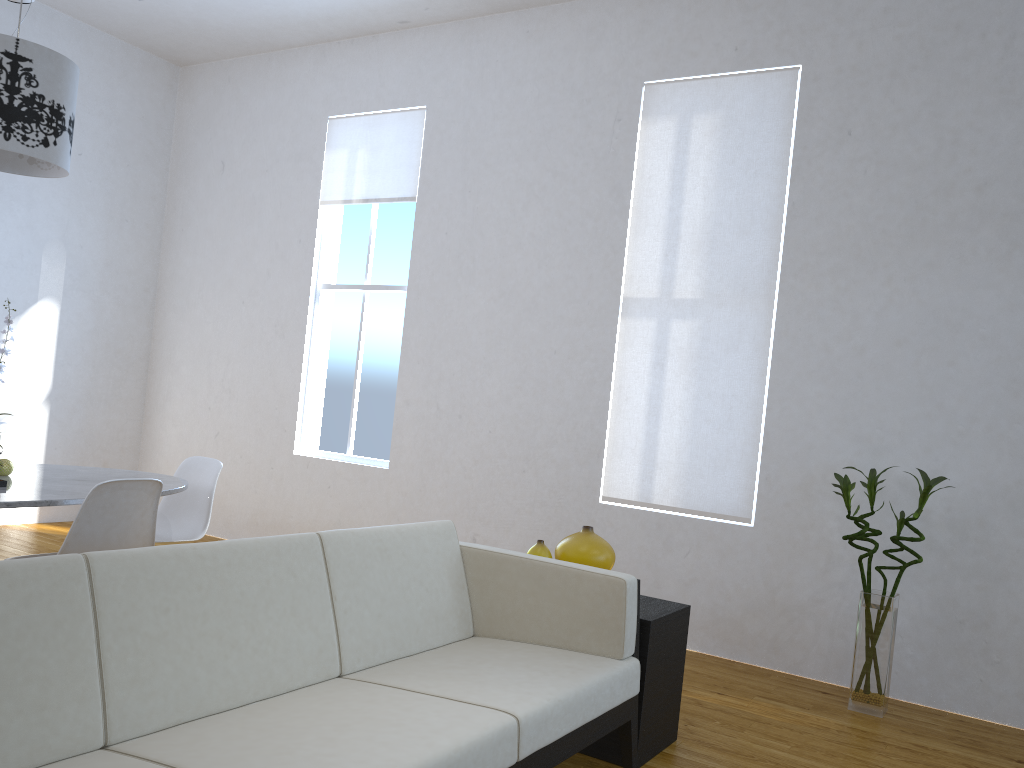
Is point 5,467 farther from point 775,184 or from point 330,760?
point 775,184

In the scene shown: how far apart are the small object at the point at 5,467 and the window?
2.4 meters

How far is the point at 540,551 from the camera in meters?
2.9

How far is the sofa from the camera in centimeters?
162cm

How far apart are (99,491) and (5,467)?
0.62m

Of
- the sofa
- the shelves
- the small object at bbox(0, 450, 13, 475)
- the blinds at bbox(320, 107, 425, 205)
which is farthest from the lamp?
the shelves

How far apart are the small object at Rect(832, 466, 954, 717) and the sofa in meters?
1.3 m

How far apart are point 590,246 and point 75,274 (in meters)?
3.49

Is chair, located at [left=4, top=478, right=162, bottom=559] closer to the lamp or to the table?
the table

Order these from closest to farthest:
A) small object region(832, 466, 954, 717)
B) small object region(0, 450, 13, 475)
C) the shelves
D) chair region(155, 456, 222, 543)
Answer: the shelves, small object region(0, 450, 13, 475), small object region(832, 466, 954, 717), chair region(155, 456, 222, 543)
